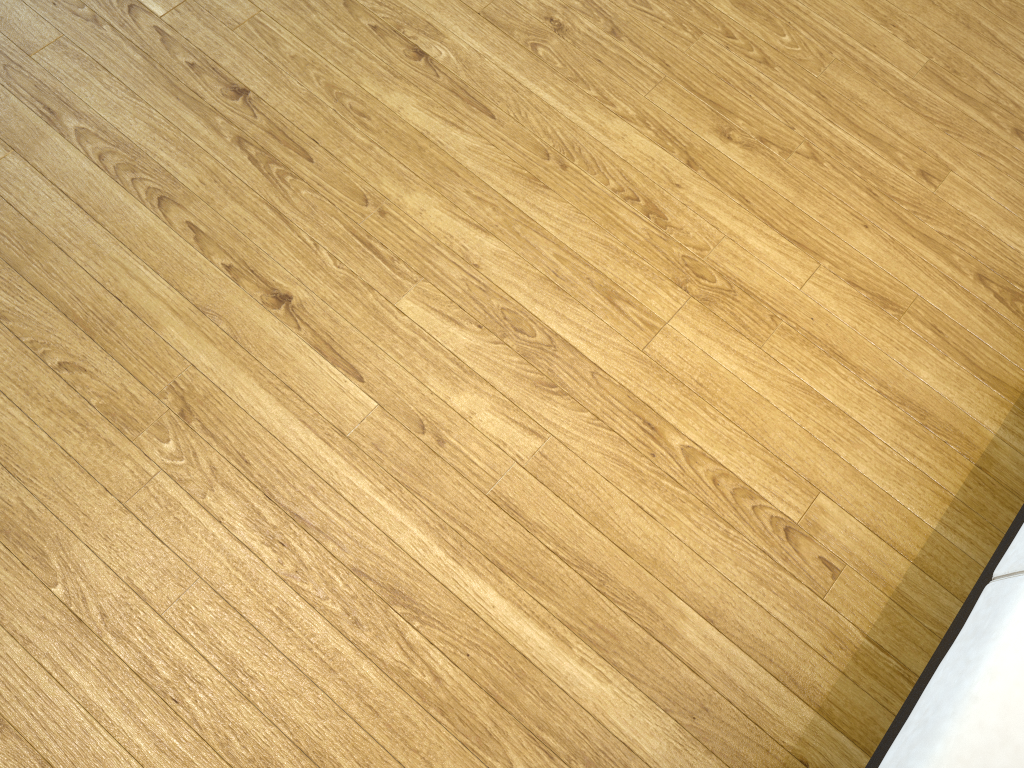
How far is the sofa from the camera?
1.03m

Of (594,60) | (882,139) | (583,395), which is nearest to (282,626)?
(583,395)

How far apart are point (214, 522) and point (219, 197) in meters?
0.6 m

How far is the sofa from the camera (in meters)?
1.03

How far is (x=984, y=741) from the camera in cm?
103
